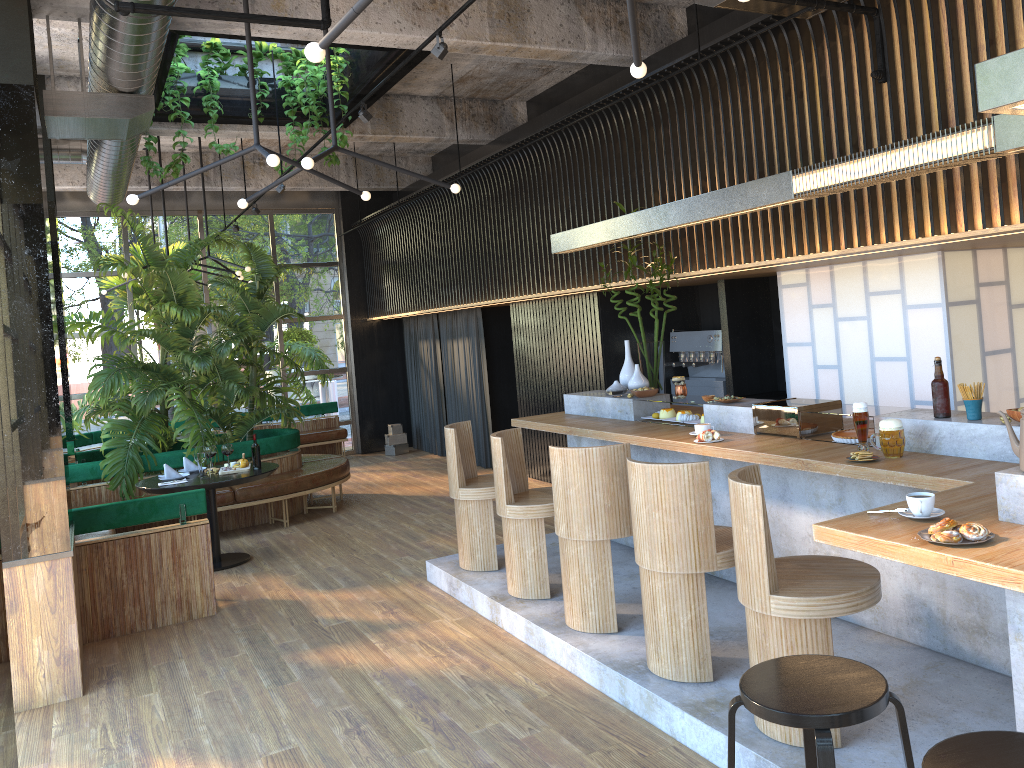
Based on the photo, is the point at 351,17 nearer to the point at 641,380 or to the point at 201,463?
the point at 641,380

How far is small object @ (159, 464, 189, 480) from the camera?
7.3m

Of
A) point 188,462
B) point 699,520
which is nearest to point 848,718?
point 699,520

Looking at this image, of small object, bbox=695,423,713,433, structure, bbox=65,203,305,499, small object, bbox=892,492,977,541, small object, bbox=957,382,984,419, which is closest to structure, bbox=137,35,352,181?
structure, bbox=65,203,305,499

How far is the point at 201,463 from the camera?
7.12m

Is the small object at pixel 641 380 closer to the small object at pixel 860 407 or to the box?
the small object at pixel 860 407

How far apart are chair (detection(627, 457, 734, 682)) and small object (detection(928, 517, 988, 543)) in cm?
136

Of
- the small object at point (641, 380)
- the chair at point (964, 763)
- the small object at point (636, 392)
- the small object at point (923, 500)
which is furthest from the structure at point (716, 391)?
the chair at point (964, 763)

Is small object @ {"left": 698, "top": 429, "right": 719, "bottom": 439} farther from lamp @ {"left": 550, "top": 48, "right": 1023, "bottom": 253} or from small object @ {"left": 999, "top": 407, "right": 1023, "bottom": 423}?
small object @ {"left": 999, "top": 407, "right": 1023, "bottom": 423}

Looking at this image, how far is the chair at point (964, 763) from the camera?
2.1m
